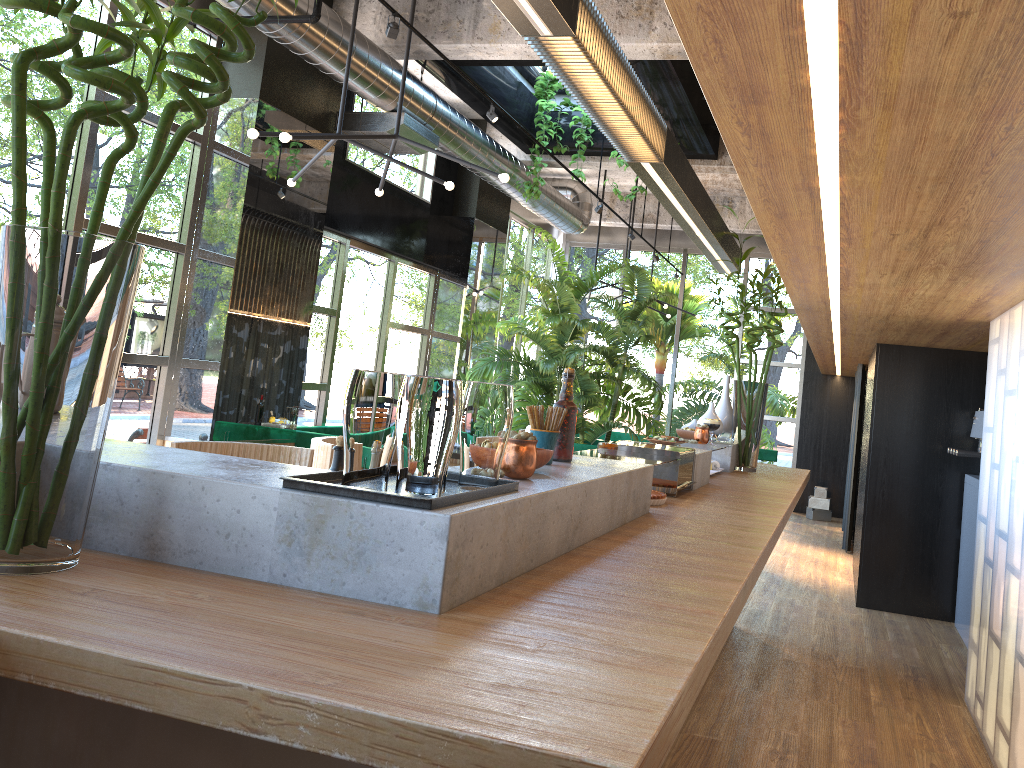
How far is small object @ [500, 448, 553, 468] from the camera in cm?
217

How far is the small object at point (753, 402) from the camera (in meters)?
5.14

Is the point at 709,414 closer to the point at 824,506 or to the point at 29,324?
the point at 29,324

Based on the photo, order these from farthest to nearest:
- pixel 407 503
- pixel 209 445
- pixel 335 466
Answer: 1. pixel 209 445
2. pixel 335 466
3. pixel 407 503

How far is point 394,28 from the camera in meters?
4.6

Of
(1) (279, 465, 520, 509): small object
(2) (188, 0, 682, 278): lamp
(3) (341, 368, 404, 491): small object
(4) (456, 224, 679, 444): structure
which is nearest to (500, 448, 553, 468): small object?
(1) (279, 465, 520, 509): small object

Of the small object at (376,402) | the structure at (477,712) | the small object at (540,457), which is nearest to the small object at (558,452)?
the structure at (477,712)

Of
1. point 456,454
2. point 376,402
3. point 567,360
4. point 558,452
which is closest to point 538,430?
point 558,452

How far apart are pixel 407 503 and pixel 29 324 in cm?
61

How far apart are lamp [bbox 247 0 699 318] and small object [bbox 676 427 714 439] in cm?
184
